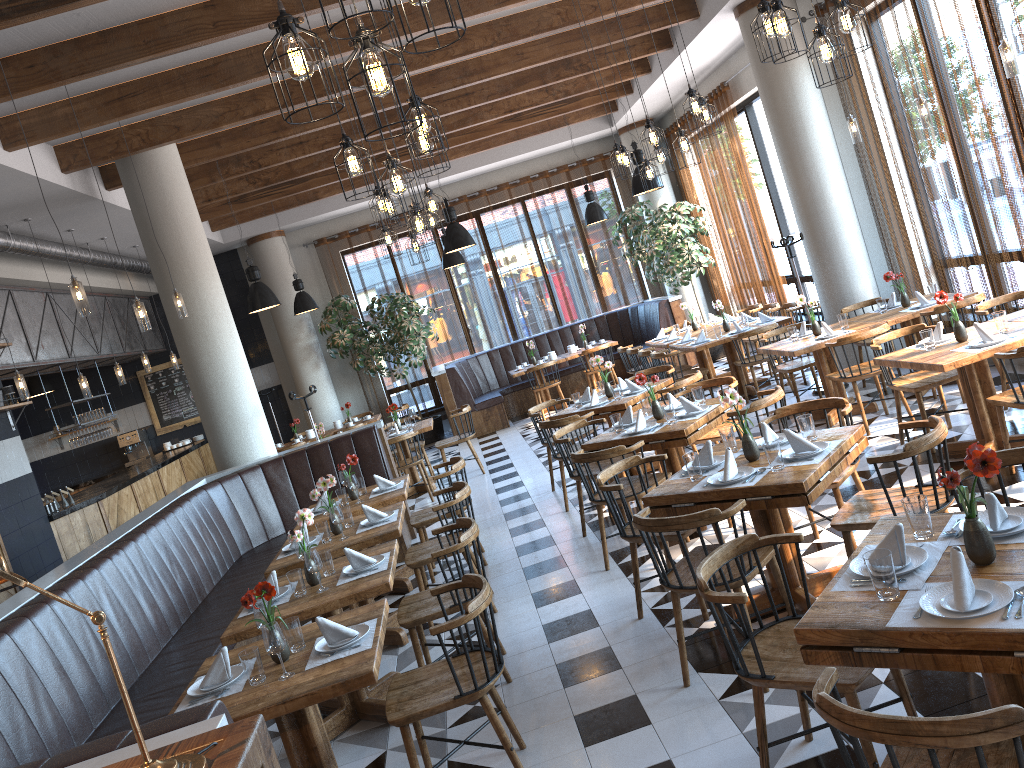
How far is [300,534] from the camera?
4.7 meters

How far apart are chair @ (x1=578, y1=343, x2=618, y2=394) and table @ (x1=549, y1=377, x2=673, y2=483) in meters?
5.2 m

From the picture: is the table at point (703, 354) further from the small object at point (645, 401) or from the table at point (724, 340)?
the small object at point (645, 401)

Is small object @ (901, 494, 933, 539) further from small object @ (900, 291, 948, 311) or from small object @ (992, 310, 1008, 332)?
small object @ (900, 291, 948, 311)

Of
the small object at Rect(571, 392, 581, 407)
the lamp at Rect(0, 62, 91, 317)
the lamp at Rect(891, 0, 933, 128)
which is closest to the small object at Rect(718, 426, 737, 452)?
the small object at Rect(571, 392, 581, 407)

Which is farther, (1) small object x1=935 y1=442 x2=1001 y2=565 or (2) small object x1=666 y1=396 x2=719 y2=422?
(2) small object x1=666 y1=396 x2=719 y2=422

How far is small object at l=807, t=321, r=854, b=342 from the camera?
7.56m

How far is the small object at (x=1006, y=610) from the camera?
2.3 meters

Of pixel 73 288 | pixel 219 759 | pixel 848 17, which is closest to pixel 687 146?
pixel 848 17

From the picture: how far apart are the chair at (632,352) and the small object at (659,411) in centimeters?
486cm
